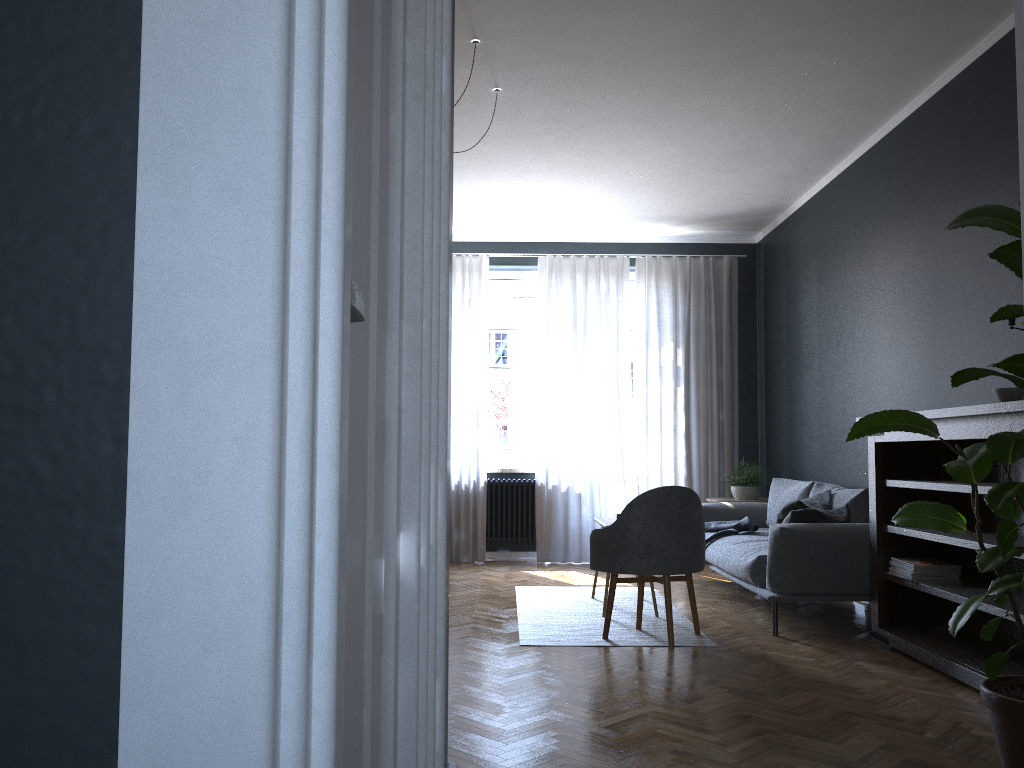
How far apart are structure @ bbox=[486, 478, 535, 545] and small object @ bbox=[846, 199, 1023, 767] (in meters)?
5.29

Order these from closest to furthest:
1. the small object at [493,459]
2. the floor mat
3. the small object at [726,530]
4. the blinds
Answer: the floor mat, the small object at [726,530], the blinds, the small object at [493,459]

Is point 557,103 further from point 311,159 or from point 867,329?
point 311,159

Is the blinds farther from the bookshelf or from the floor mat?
the bookshelf

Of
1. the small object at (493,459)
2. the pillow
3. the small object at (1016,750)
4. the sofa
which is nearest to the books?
the sofa

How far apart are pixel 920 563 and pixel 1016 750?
2.0 meters

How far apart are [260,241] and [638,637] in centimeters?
448cm

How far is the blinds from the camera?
7.9 meters

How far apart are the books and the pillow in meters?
0.6

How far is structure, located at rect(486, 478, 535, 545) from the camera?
7.9 meters
